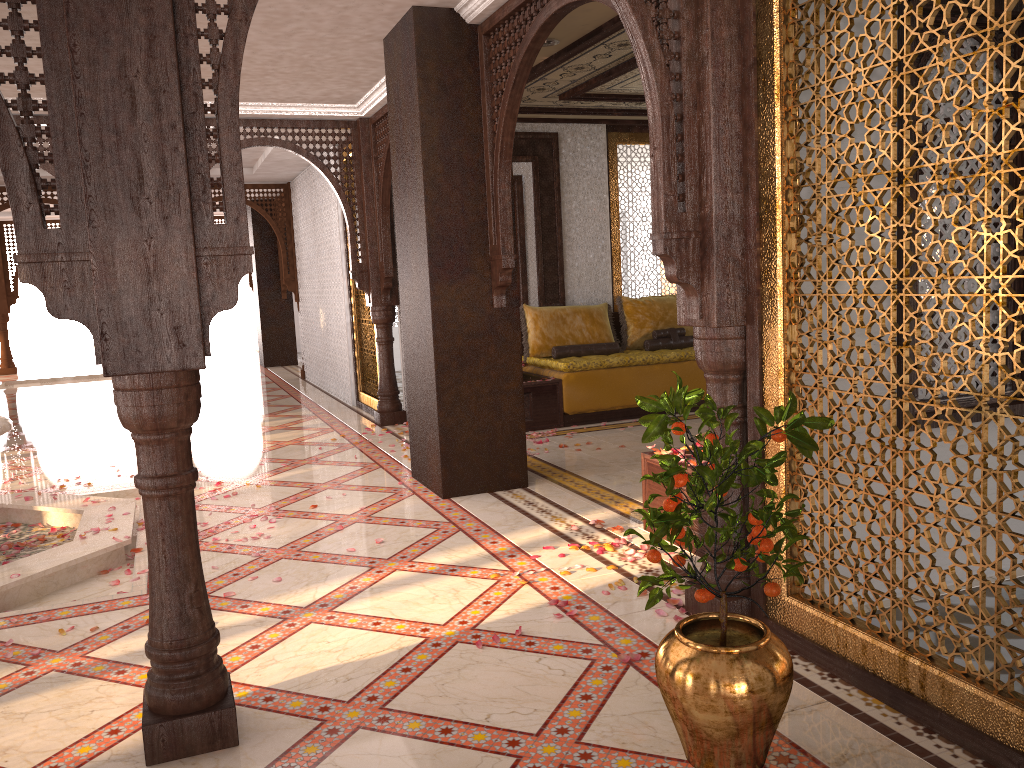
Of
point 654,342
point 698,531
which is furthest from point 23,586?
point 654,342

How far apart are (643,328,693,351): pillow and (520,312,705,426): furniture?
0.1m

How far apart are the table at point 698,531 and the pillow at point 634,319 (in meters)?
4.32

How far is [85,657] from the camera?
3.3 meters

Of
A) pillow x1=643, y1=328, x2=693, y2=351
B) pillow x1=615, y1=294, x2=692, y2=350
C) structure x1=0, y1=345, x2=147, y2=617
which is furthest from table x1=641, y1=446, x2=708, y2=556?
pillow x1=615, y1=294, x2=692, y2=350

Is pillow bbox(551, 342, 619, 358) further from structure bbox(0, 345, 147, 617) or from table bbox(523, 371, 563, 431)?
structure bbox(0, 345, 147, 617)

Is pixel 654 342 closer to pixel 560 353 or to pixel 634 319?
pixel 634 319

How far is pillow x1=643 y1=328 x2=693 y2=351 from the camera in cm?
860

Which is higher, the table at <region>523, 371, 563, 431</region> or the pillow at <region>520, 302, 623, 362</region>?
the pillow at <region>520, 302, 623, 362</region>

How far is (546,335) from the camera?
8.42m
